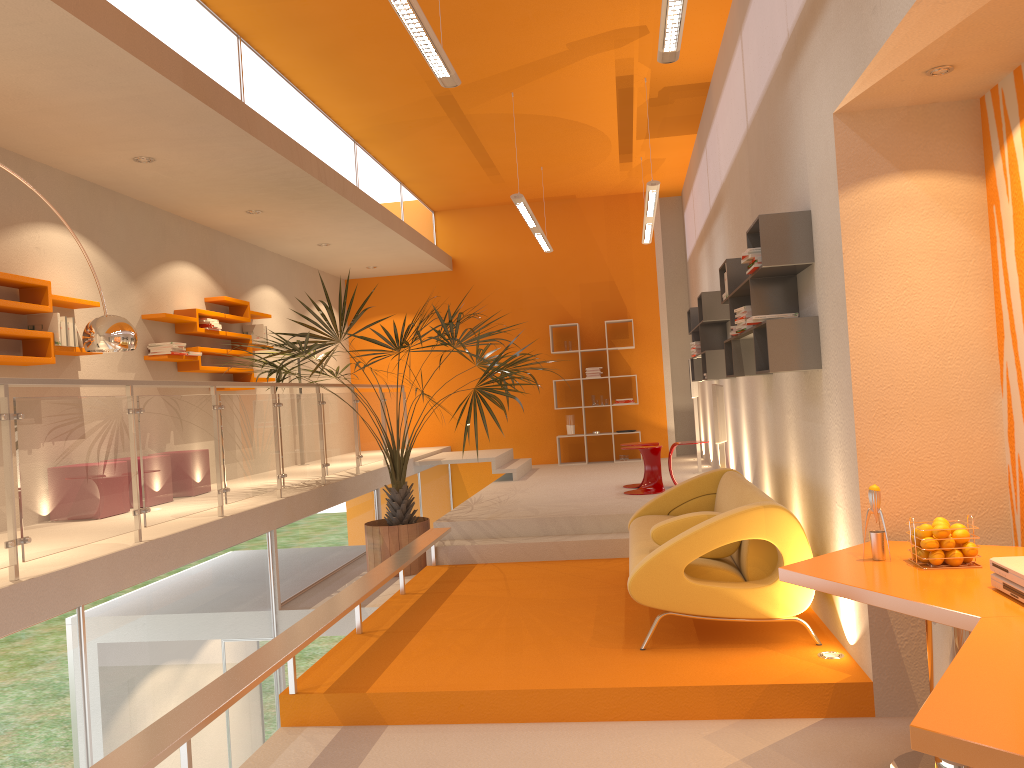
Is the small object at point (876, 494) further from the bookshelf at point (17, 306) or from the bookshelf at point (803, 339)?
the bookshelf at point (17, 306)

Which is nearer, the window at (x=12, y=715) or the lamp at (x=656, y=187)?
the window at (x=12, y=715)

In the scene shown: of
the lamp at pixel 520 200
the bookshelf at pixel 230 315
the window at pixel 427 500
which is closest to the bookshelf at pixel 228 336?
the bookshelf at pixel 230 315

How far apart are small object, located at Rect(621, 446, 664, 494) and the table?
5.0m

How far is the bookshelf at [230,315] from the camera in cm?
893

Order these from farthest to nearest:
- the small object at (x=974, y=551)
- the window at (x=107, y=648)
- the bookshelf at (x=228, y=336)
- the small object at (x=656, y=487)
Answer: the bookshelf at (x=228, y=336) < the small object at (x=656, y=487) < the window at (x=107, y=648) < the small object at (x=974, y=551)

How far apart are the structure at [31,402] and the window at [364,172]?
2.3m

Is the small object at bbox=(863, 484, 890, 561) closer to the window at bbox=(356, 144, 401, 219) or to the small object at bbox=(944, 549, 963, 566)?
the small object at bbox=(944, 549, 963, 566)

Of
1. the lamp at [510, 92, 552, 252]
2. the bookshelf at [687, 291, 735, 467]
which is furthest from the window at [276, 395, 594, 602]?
the bookshelf at [687, 291, 735, 467]

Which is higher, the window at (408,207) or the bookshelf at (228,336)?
the window at (408,207)
